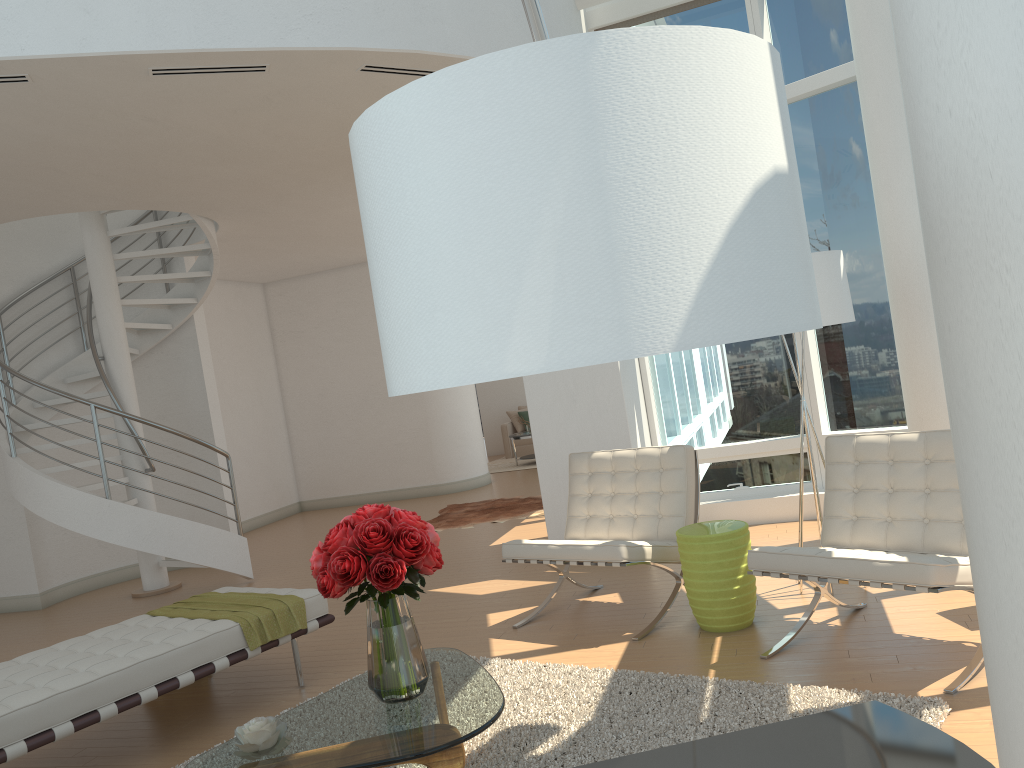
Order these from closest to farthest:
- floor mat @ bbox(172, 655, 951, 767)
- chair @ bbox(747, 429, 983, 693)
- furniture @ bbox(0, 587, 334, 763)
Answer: floor mat @ bbox(172, 655, 951, 767)
chair @ bbox(747, 429, 983, 693)
furniture @ bbox(0, 587, 334, 763)

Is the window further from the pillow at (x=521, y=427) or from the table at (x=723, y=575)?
the pillow at (x=521, y=427)

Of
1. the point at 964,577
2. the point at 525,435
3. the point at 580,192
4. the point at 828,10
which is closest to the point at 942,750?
the point at 580,192

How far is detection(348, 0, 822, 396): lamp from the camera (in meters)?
1.09

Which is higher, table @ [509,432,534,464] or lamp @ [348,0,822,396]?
lamp @ [348,0,822,396]

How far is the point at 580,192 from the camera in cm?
109

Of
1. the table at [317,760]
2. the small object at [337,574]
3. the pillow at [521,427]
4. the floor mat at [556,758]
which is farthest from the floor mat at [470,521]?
the small object at [337,574]

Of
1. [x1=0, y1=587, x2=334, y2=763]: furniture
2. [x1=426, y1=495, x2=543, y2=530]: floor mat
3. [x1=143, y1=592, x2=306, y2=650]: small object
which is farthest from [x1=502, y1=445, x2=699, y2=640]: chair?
[x1=426, y1=495, x2=543, y2=530]: floor mat

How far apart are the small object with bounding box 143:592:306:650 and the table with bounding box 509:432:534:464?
9.1 meters

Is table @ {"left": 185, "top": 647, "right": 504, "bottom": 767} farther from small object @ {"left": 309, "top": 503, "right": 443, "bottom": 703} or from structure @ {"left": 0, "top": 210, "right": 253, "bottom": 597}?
structure @ {"left": 0, "top": 210, "right": 253, "bottom": 597}
